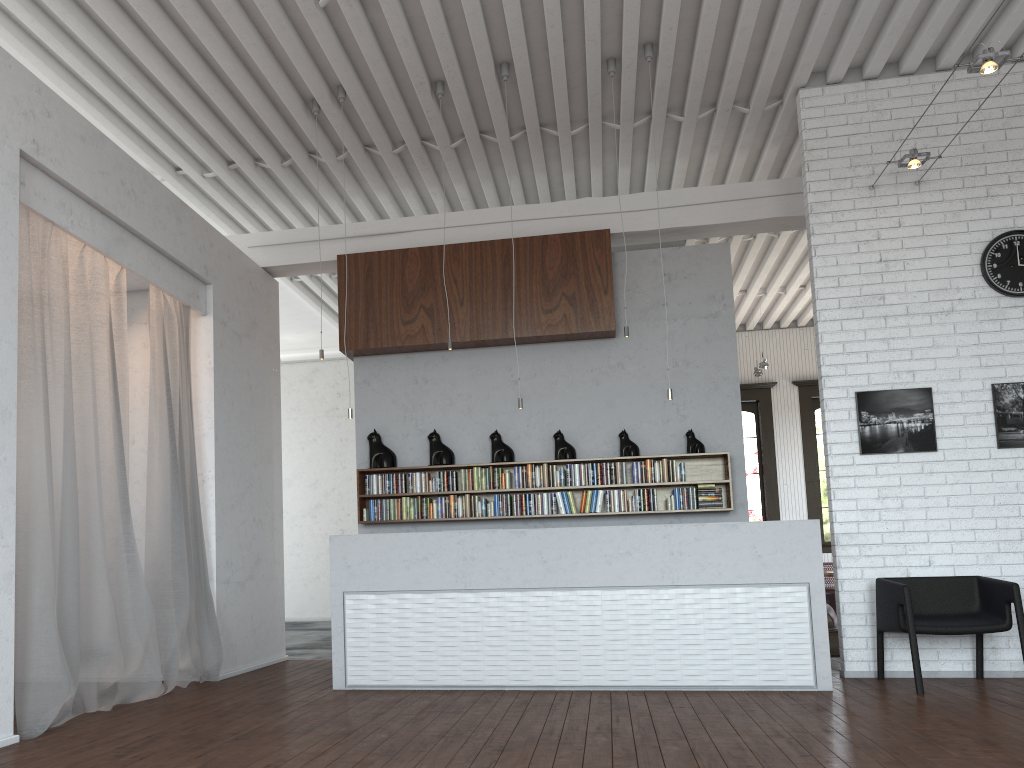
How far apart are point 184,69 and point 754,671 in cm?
601
